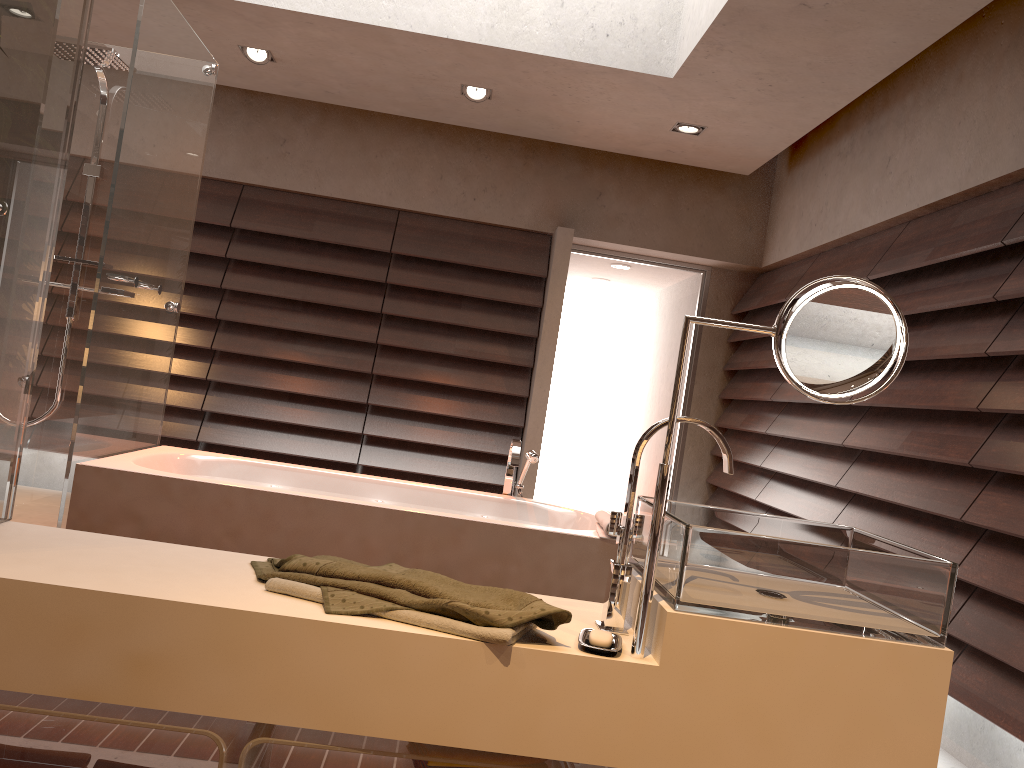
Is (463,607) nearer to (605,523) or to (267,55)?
(605,523)

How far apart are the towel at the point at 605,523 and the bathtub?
0.0m

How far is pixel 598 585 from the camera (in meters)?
3.12

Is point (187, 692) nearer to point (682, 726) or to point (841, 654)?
point (682, 726)

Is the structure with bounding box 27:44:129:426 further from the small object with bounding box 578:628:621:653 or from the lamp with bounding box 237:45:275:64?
the small object with bounding box 578:628:621:653

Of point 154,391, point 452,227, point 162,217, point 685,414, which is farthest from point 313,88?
point 685,414

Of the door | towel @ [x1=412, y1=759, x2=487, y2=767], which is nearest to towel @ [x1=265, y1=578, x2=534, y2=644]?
towel @ [x1=412, y1=759, x2=487, y2=767]

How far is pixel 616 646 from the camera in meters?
1.3 m

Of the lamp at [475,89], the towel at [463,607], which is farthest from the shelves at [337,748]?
the lamp at [475,89]

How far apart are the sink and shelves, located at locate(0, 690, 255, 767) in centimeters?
57cm
